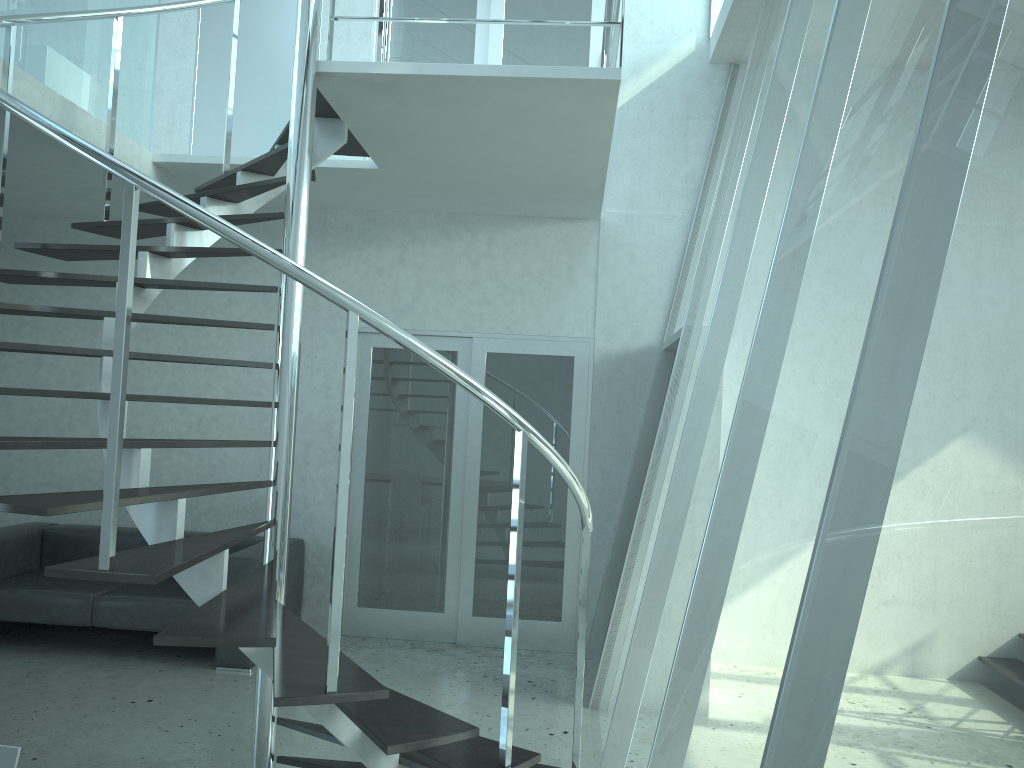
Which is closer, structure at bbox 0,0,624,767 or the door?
structure at bbox 0,0,624,767

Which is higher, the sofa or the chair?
the chair

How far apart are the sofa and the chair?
3.4m

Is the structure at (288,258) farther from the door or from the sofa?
the sofa

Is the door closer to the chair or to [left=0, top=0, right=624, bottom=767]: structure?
[left=0, top=0, right=624, bottom=767]: structure

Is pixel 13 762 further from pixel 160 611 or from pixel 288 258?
pixel 160 611

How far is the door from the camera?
6.02m

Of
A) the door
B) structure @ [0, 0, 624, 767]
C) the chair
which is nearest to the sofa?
the door

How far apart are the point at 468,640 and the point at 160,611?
1.99m

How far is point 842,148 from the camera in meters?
2.2 m
